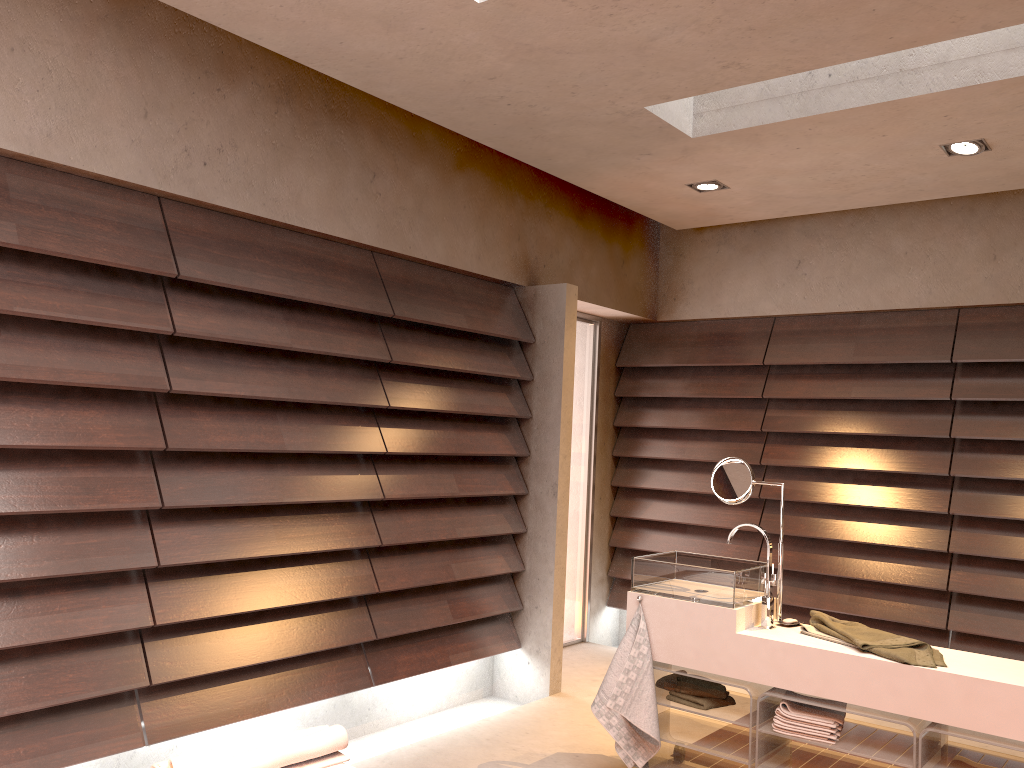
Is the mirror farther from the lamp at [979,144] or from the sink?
the lamp at [979,144]

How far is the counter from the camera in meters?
2.5

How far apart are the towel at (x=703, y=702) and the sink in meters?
0.3 m

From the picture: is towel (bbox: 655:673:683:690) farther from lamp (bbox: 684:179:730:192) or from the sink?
lamp (bbox: 684:179:730:192)

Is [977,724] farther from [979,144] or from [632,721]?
[979,144]

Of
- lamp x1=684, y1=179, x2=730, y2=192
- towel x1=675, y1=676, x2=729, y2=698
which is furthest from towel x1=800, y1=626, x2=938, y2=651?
lamp x1=684, y1=179, x2=730, y2=192

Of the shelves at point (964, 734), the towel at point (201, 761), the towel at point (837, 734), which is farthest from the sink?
the towel at point (201, 761)

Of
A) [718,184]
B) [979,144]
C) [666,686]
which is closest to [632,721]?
[666,686]

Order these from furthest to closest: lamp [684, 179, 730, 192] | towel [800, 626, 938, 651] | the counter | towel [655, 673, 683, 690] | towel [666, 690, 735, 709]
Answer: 1. lamp [684, 179, 730, 192]
2. towel [655, 673, 683, 690]
3. towel [666, 690, 735, 709]
4. towel [800, 626, 938, 651]
5. the counter

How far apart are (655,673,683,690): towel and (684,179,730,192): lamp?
2.3 meters
